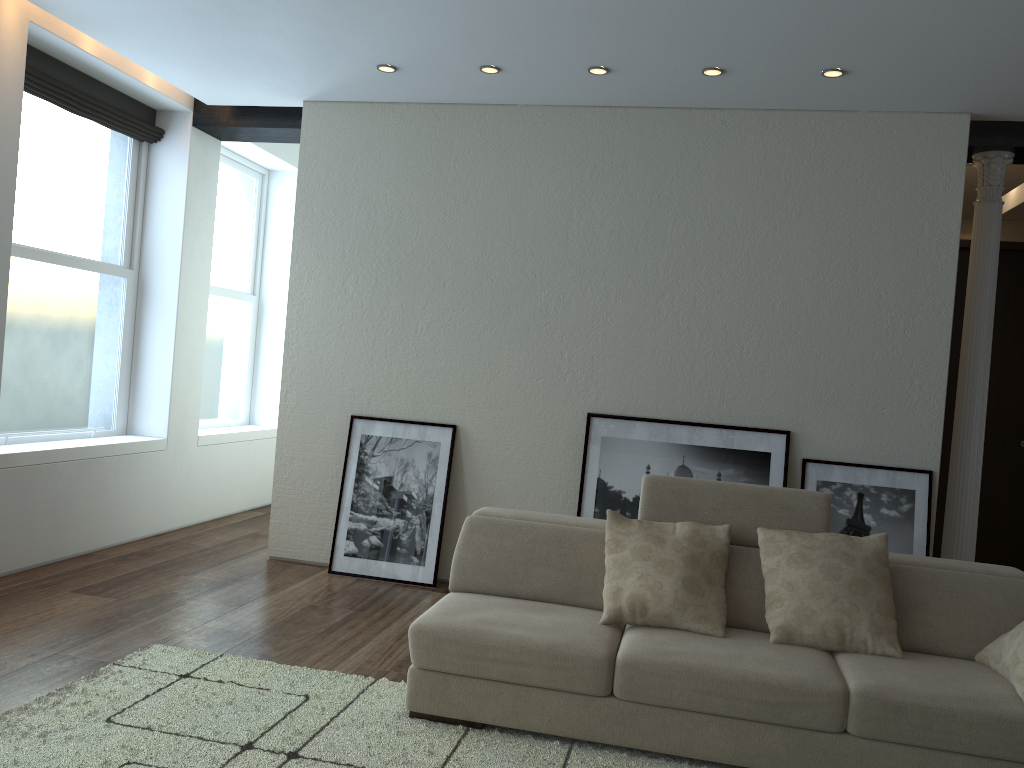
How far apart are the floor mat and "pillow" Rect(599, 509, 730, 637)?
0.5m

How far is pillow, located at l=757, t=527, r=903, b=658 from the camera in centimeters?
334cm

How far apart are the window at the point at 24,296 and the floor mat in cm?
211

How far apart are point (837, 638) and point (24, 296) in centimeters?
482cm

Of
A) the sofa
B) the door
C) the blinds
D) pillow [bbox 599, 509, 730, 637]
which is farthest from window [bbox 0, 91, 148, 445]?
the door

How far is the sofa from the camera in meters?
3.0 m

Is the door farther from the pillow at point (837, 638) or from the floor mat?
the floor mat

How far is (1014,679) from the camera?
3.04m

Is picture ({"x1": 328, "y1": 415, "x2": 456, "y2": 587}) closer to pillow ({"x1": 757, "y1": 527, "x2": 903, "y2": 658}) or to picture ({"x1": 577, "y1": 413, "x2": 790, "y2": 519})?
picture ({"x1": 577, "y1": 413, "x2": 790, "y2": 519})

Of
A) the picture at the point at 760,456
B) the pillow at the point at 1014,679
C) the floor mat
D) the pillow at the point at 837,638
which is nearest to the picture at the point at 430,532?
the picture at the point at 760,456
